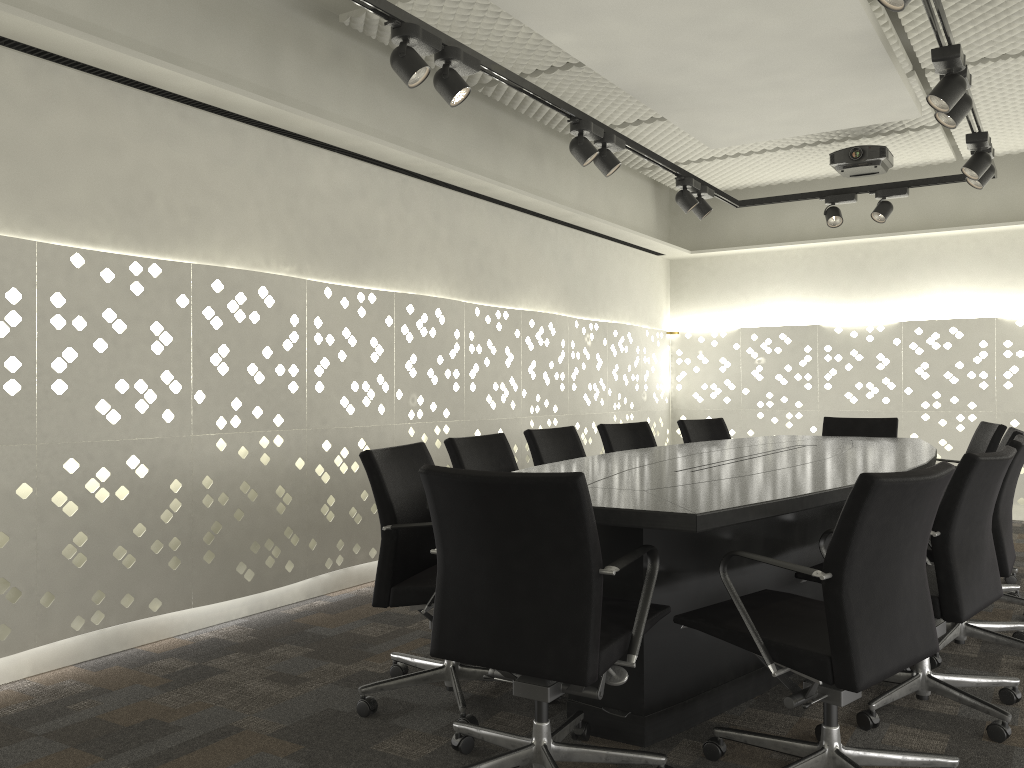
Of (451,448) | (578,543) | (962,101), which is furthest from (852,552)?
(962,101)

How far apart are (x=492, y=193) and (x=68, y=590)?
3.0 meters

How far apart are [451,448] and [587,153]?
1.44m

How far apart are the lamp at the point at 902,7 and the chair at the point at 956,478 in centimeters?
116cm

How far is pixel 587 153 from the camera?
3.7 meters

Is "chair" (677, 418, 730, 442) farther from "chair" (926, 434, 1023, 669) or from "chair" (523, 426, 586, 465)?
"chair" (926, 434, 1023, 669)

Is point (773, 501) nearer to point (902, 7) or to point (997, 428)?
point (902, 7)

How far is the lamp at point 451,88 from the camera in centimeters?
293cm

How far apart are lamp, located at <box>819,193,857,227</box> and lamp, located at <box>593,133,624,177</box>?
1.8m

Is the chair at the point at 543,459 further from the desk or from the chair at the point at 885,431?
the chair at the point at 885,431
